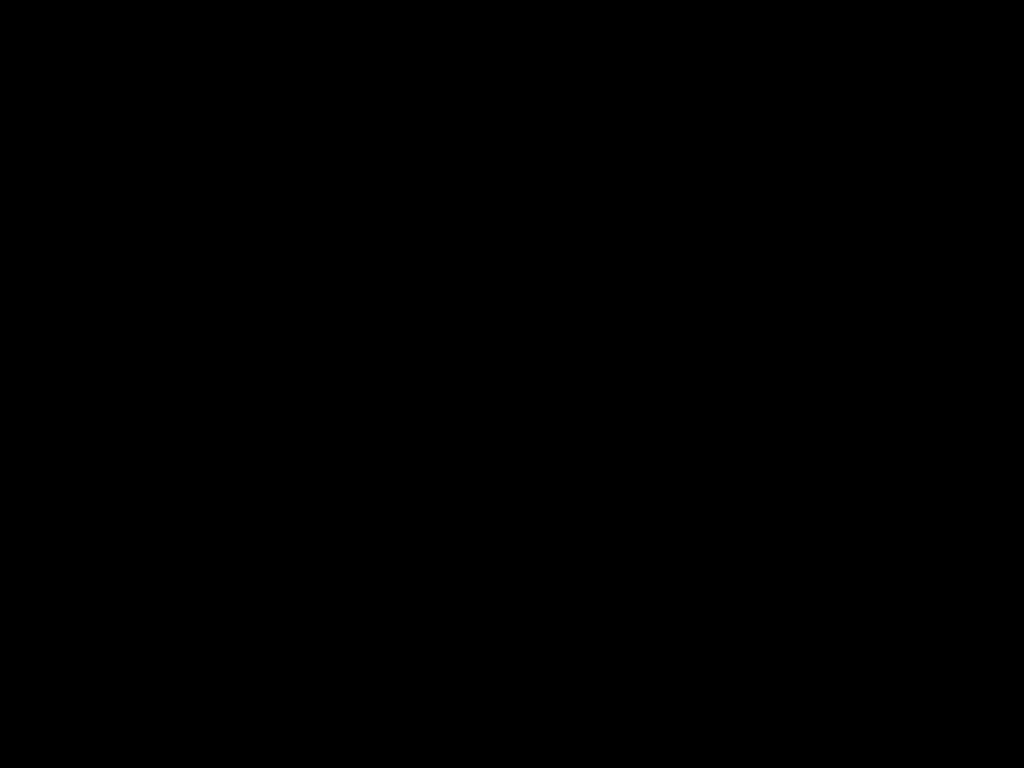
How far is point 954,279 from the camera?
0.41m

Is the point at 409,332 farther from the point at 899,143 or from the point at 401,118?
the point at 899,143
